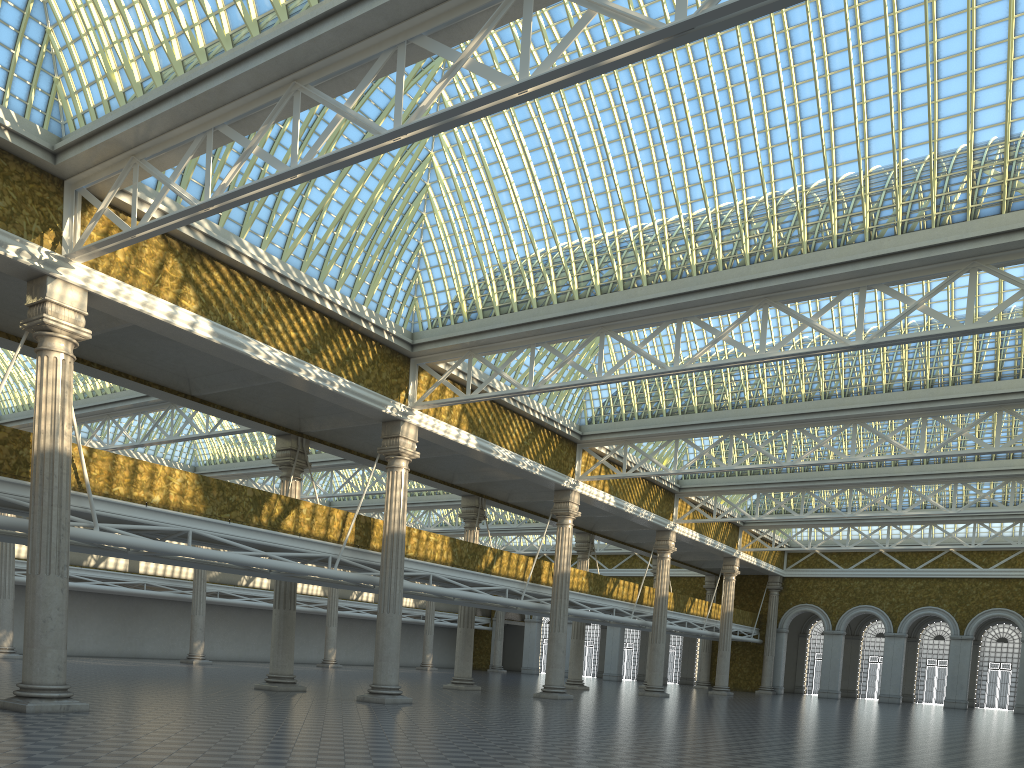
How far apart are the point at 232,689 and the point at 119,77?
18.2m
